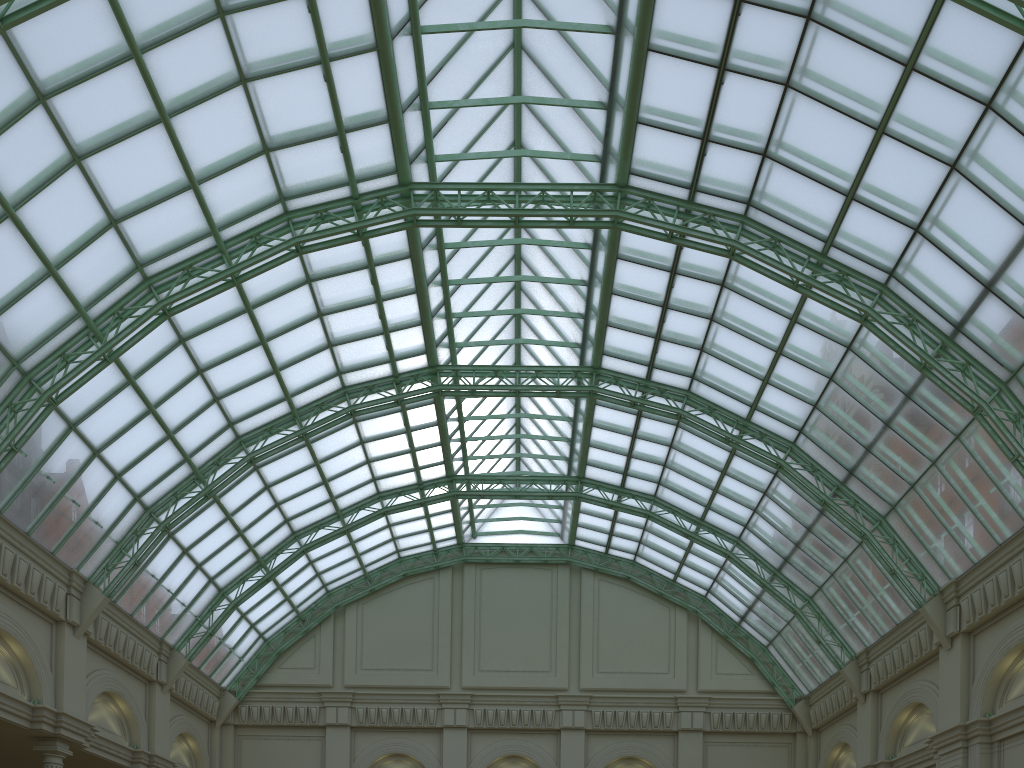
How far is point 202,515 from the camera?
38.87m

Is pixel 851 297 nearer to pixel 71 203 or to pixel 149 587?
pixel 71 203
